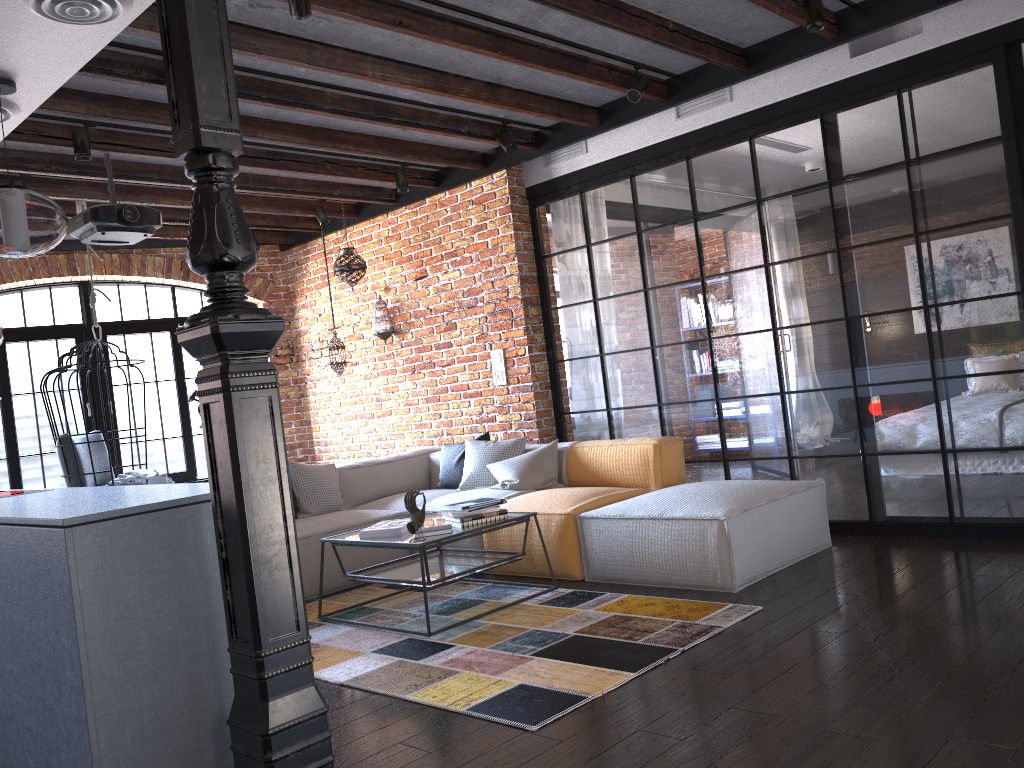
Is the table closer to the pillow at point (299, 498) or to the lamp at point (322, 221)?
the pillow at point (299, 498)

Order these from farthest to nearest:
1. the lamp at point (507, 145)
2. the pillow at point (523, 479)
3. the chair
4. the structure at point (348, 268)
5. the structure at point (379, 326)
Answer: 1. the structure at point (379, 326)
2. the structure at point (348, 268)
3. the chair
4. the lamp at point (507, 145)
5. the pillow at point (523, 479)

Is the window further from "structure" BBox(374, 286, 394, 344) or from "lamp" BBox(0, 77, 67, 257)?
"lamp" BBox(0, 77, 67, 257)

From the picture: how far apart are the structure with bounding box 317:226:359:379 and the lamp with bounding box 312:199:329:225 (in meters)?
1.02

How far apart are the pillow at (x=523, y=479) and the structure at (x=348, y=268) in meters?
2.2

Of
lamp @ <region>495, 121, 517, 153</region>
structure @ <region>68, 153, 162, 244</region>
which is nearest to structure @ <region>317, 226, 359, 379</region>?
structure @ <region>68, 153, 162, 244</region>

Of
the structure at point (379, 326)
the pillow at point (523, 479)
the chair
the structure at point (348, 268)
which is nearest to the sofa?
the pillow at point (523, 479)

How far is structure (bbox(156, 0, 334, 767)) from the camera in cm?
210

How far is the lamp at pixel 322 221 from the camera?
7.0m

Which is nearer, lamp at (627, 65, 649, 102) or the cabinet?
the cabinet
